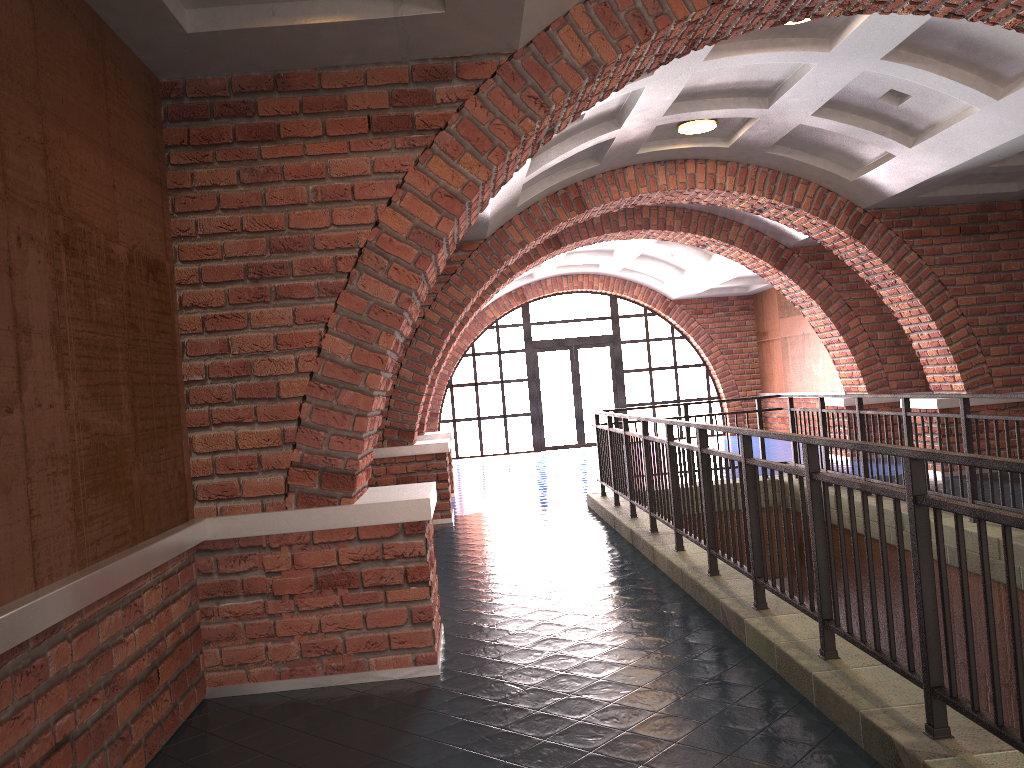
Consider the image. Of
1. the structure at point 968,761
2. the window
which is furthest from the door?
the structure at point 968,761

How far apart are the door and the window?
0.13m

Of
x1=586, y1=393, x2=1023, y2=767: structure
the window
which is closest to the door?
the window

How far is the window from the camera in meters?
19.2

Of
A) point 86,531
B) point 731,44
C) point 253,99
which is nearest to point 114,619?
point 86,531

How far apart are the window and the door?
0.1m

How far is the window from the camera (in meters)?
19.16

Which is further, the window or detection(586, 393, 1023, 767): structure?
the window

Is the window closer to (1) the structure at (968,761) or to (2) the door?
(2) the door

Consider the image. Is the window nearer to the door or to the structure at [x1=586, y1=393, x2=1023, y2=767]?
the door
